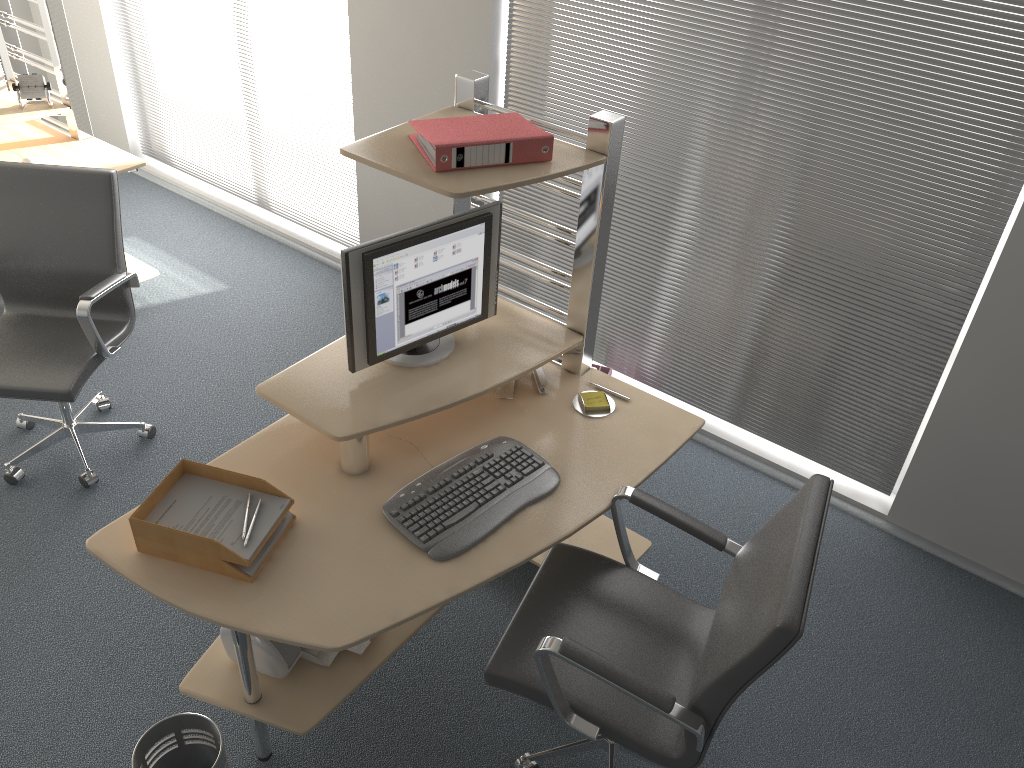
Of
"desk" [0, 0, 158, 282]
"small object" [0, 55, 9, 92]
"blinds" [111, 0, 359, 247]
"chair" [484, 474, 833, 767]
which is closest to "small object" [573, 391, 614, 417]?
"chair" [484, 474, 833, 767]

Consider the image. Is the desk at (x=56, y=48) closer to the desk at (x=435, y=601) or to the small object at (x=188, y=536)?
the desk at (x=435, y=601)

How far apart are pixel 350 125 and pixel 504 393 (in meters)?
2.17

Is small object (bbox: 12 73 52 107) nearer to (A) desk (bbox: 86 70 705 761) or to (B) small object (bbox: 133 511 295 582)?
(A) desk (bbox: 86 70 705 761)

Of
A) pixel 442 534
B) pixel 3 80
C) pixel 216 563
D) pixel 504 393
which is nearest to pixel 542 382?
pixel 504 393

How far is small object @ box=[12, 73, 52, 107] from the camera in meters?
3.9

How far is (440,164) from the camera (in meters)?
2.24

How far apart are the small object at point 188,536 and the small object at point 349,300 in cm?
41

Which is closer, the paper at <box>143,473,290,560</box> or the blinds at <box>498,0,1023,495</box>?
the paper at <box>143,473,290,560</box>

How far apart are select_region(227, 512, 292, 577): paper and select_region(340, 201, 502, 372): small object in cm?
44
